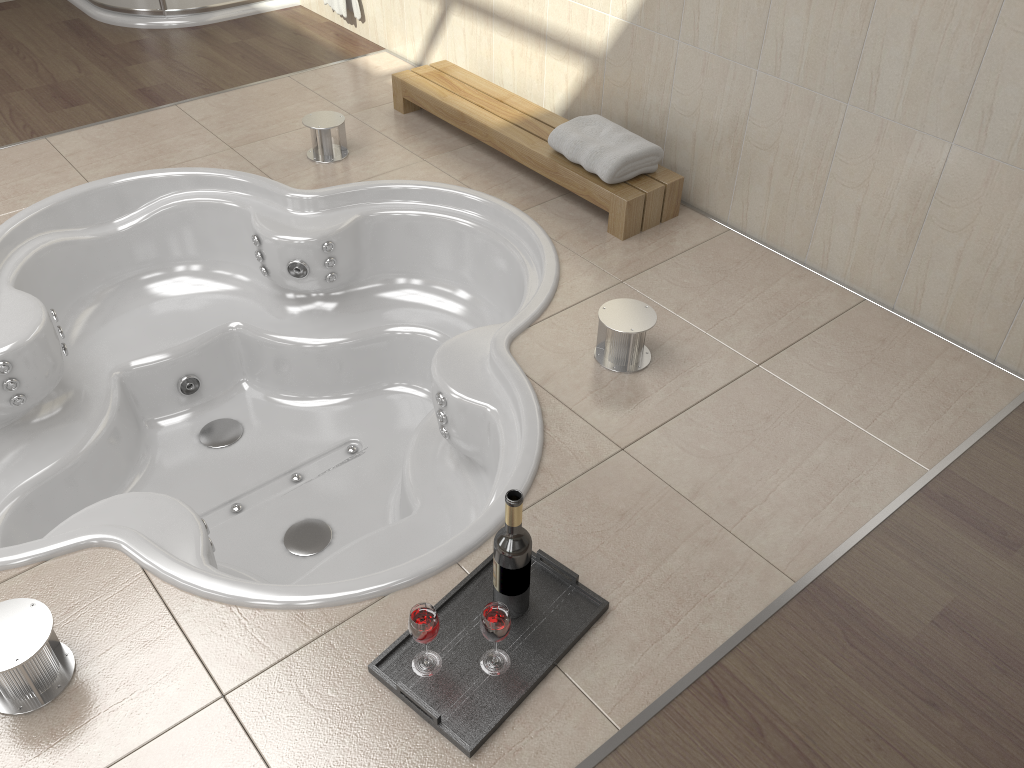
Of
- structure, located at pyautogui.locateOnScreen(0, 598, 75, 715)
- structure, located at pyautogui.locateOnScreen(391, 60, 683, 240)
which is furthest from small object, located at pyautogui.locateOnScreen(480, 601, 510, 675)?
structure, located at pyautogui.locateOnScreen(391, 60, 683, 240)

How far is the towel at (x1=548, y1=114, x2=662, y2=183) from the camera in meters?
2.7 m

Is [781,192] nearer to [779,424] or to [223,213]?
[779,424]

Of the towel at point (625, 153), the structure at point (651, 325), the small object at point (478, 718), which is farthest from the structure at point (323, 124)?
the small object at point (478, 718)

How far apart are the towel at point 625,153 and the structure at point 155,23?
2.3m

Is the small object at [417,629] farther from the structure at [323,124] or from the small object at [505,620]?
the structure at [323,124]

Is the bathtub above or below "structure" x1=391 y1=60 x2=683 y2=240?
below

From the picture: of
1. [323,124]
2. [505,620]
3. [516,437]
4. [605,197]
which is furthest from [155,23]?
[505,620]

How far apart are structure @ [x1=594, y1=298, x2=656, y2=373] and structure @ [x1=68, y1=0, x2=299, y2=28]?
3.0 meters

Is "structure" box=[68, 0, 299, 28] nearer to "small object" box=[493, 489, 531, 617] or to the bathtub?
the bathtub
